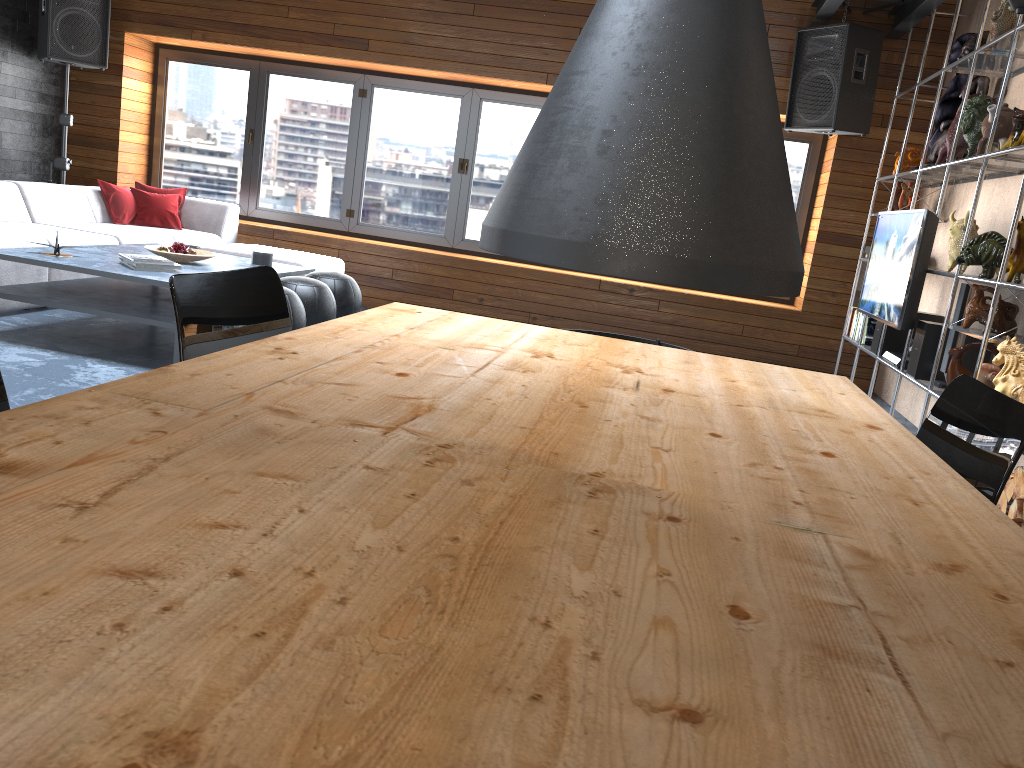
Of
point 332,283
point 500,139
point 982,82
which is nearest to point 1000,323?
point 982,82

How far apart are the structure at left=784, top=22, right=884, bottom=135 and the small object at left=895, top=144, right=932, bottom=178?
0.4m

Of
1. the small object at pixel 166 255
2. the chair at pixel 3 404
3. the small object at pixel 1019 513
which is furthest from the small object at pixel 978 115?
the chair at pixel 3 404

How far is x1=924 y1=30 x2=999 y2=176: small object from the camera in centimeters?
517cm

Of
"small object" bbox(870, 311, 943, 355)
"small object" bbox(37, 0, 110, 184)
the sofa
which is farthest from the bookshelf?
"small object" bbox(37, 0, 110, 184)

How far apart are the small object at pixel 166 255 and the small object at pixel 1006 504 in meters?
4.1 m

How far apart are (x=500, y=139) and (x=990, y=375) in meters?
4.7

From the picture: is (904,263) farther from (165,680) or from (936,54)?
(165,680)

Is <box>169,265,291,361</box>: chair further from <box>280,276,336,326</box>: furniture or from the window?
the window

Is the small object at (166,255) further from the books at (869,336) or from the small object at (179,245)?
the books at (869,336)
